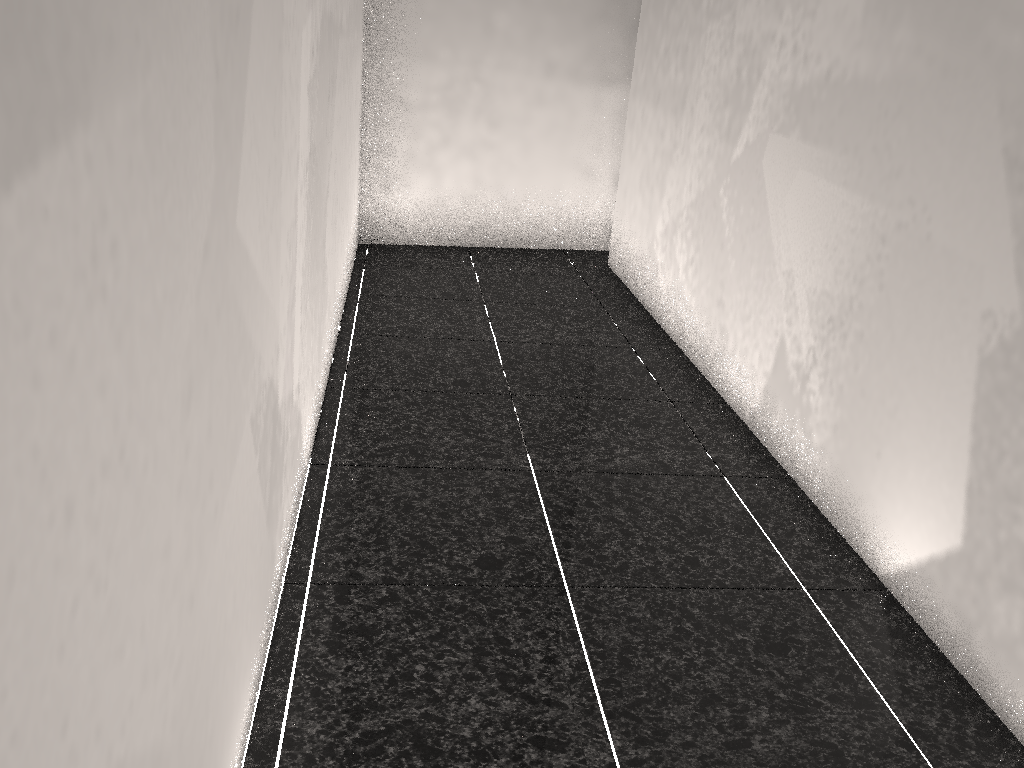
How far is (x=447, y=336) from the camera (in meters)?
3.74
